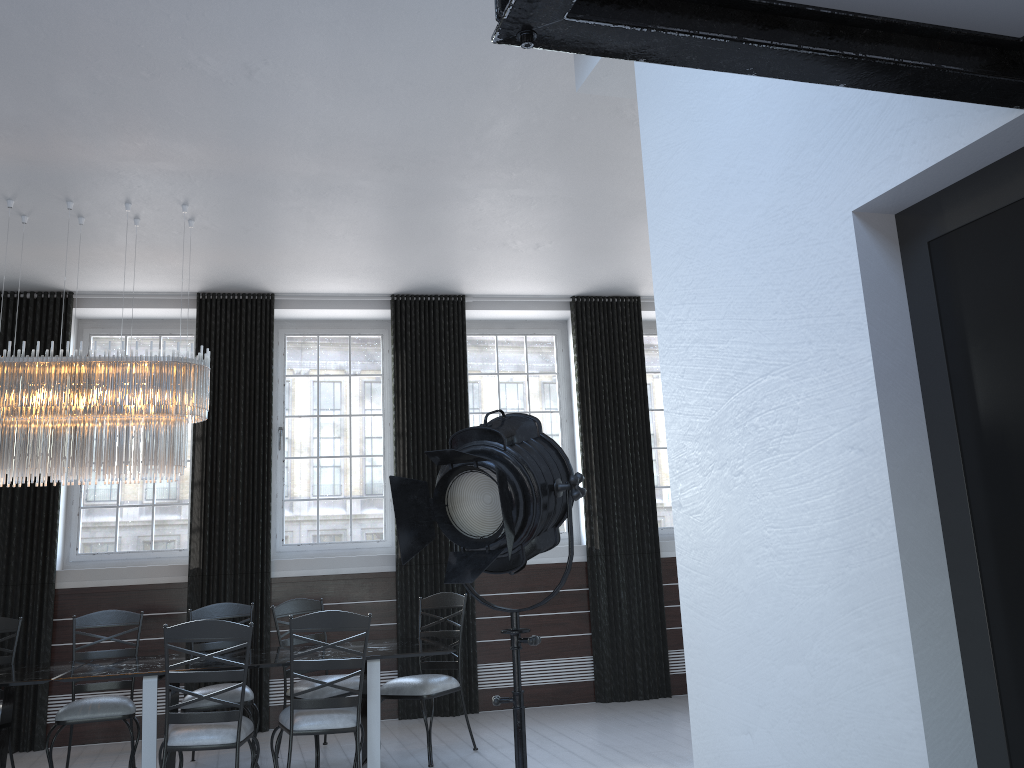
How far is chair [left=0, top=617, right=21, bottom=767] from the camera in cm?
542

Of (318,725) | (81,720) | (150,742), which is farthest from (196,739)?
(81,720)

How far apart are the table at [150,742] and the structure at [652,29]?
4.03m

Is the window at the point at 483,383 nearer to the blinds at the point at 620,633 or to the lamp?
the blinds at the point at 620,633

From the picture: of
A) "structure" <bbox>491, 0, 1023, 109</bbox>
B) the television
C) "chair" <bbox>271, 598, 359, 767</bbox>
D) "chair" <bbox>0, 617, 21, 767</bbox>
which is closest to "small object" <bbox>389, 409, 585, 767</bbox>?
the television

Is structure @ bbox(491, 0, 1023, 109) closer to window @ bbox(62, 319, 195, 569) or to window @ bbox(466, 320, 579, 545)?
window @ bbox(466, 320, 579, 545)

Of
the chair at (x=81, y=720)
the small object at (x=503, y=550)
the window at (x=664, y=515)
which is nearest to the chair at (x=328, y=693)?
the chair at (x=81, y=720)

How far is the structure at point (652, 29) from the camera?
1.2 meters

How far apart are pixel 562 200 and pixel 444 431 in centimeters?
244cm

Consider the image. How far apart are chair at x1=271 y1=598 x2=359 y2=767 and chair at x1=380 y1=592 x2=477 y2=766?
0.3m
